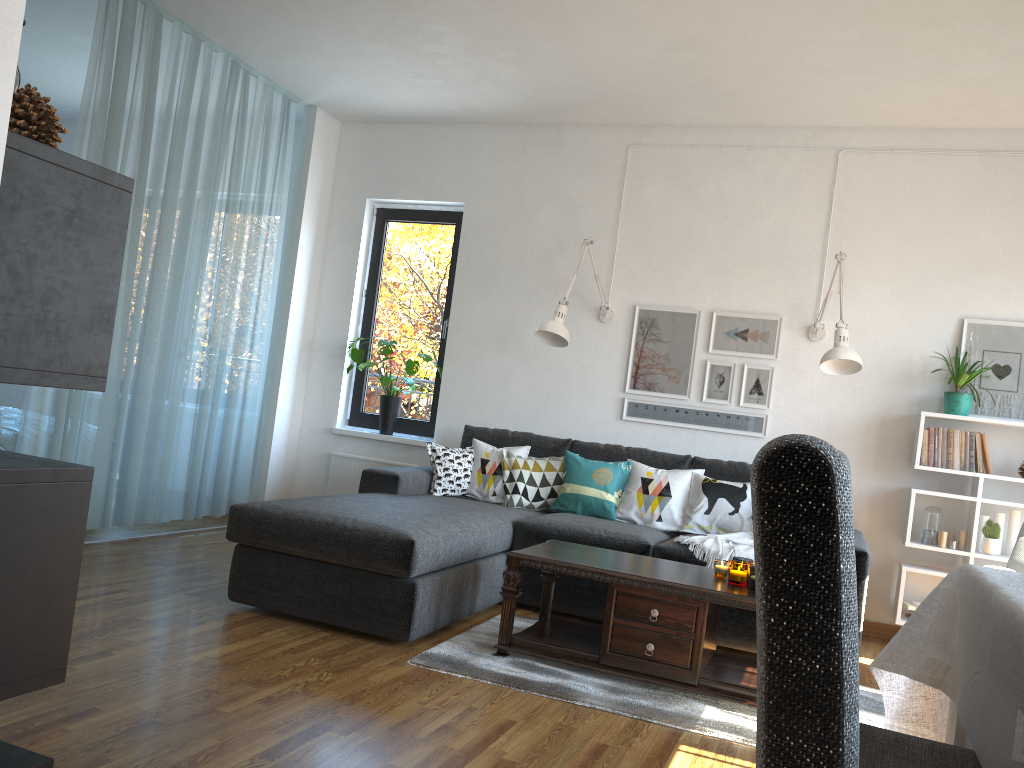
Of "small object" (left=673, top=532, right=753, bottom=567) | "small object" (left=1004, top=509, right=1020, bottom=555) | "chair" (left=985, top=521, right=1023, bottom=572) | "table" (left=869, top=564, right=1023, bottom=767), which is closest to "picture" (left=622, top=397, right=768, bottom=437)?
"small object" (left=673, top=532, right=753, bottom=567)

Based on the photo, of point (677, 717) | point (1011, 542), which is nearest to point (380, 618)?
point (677, 717)

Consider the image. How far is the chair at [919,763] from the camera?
1.48m

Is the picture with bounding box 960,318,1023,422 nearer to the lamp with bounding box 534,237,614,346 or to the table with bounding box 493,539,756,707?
the lamp with bounding box 534,237,614,346

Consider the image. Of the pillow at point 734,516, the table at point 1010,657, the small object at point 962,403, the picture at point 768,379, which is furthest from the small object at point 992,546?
the table at point 1010,657

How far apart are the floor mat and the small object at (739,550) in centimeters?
70cm

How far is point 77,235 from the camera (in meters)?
1.15

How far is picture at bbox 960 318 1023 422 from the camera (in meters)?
4.60

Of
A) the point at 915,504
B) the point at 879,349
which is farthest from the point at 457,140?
the point at 915,504

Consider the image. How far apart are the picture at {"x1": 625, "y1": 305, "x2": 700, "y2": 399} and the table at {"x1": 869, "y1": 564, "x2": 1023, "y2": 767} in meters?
3.3
